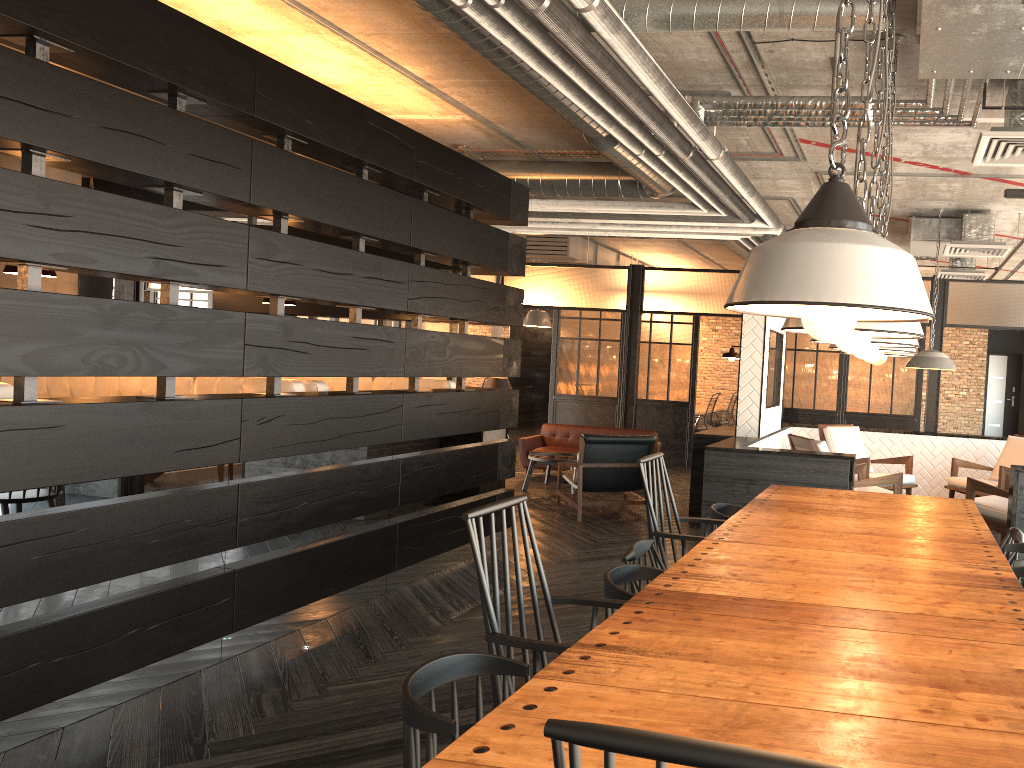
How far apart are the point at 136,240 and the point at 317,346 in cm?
120

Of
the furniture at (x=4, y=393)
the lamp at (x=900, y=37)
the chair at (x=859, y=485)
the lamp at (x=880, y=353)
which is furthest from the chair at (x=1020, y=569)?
the furniture at (x=4, y=393)

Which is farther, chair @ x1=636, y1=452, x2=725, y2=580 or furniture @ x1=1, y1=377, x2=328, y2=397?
furniture @ x1=1, y1=377, x2=328, y2=397

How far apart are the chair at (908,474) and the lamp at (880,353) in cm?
502

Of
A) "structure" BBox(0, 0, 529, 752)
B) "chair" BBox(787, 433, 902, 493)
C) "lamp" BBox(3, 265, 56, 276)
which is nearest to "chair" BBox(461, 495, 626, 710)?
"structure" BBox(0, 0, 529, 752)

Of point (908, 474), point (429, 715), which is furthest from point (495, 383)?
point (429, 715)

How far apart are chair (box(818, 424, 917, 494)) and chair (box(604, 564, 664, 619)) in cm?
542

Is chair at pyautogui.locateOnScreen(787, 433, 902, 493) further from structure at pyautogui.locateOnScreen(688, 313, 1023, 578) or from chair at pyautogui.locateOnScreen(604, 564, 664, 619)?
chair at pyautogui.locateOnScreen(604, 564, 664, 619)

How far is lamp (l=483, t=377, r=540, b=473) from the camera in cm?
1080

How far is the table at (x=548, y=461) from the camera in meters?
9.2
